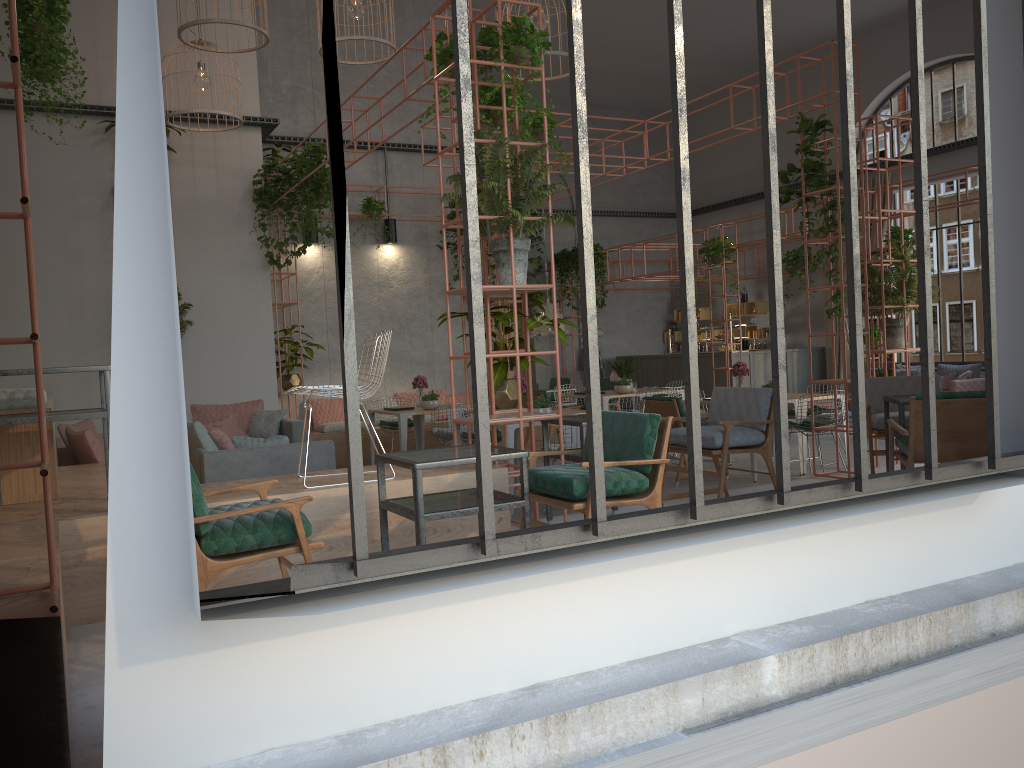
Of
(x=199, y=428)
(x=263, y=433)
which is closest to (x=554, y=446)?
(x=199, y=428)

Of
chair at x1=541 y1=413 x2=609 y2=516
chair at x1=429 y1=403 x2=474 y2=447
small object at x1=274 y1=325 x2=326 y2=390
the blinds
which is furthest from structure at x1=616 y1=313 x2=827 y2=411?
chair at x1=541 y1=413 x2=609 y2=516

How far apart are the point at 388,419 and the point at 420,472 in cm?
907

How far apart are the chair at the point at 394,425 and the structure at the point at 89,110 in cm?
421

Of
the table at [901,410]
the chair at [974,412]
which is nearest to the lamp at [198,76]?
the table at [901,410]

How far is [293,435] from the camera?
9.72m

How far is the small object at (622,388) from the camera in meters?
11.9

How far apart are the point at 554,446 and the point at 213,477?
2.8m

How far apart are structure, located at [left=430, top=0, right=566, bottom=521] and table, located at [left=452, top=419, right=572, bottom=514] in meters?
1.9 m

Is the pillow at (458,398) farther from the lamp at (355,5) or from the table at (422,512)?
the table at (422,512)
